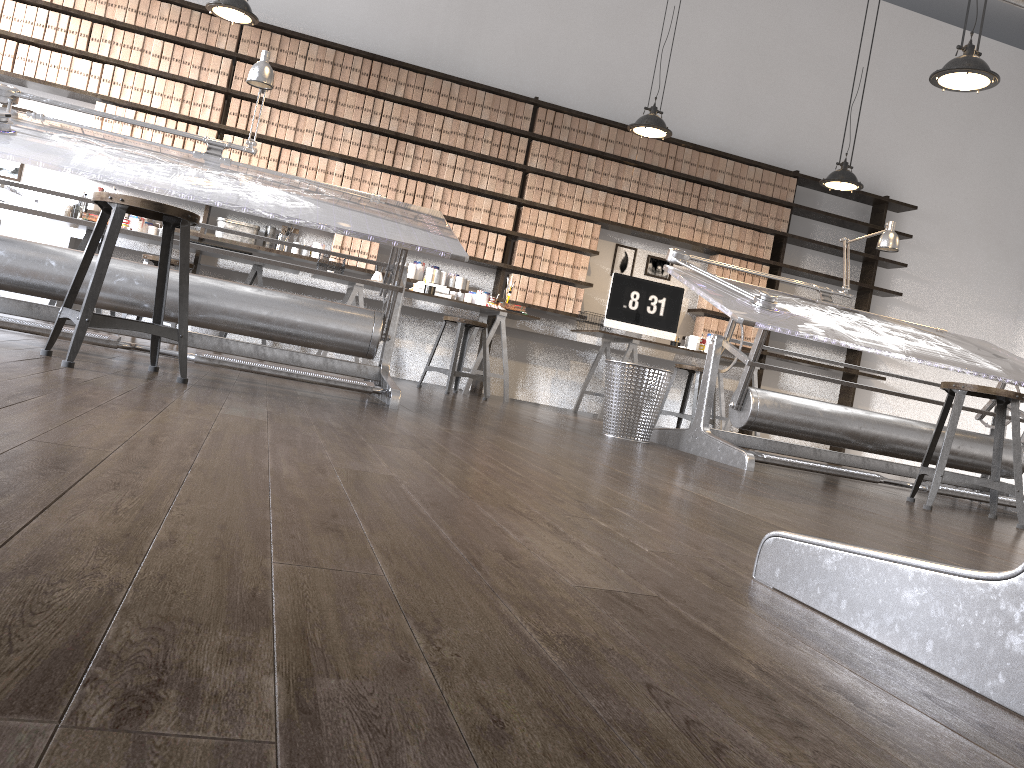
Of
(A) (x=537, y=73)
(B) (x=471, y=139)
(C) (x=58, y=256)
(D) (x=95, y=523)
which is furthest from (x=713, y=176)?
(D) (x=95, y=523)

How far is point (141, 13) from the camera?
6.3 meters

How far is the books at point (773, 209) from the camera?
7.7m

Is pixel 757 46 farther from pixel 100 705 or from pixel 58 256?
pixel 100 705

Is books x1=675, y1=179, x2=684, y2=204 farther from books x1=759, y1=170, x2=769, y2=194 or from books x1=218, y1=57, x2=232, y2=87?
books x1=218, y1=57, x2=232, y2=87

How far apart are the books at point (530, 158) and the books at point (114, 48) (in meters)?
3.11

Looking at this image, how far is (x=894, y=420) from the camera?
4.2m

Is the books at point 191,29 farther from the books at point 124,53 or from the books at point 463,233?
the books at point 463,233

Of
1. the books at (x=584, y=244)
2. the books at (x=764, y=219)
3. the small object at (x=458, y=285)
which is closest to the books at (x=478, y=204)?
the small object at (x=458, y=285)

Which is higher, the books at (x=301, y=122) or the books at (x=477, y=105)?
the books at (x=477, y=105)
